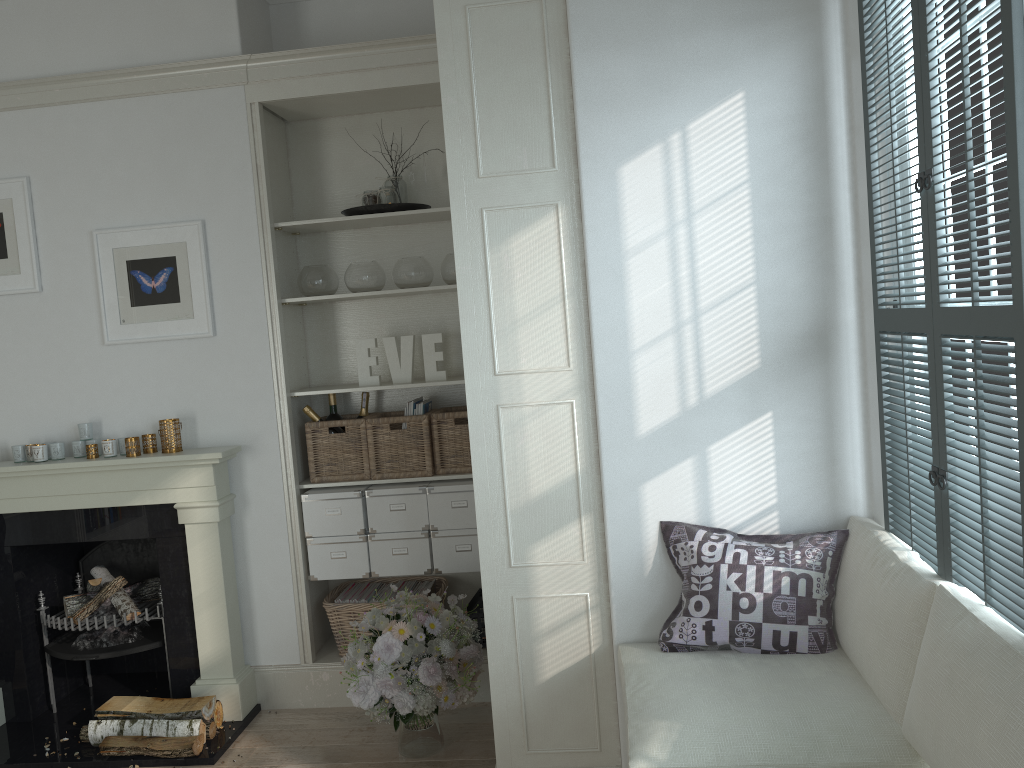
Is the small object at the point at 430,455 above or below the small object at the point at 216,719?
above

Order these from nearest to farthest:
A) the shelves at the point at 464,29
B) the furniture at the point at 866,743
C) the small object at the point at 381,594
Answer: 1. the furniture at the point at 866,743
2. the shelves at the point at 464,29
3. the small object at the point at 381,594

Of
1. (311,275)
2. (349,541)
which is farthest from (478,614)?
(311,275)

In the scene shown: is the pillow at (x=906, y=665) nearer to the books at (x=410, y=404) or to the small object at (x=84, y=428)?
the books at (x=410, y=404)

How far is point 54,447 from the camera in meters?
3.8

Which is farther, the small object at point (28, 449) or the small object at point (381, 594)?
the small object at point (381, 594)

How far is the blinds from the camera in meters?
1.7 m

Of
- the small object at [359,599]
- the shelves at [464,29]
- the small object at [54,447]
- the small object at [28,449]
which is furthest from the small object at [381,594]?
the small object at [28,449]

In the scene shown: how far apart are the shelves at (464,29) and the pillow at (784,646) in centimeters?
20cm

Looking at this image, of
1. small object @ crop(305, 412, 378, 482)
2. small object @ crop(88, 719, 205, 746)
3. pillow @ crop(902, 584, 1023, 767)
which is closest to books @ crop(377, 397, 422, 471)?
small object @ crop(305, 412, 378, 482)
